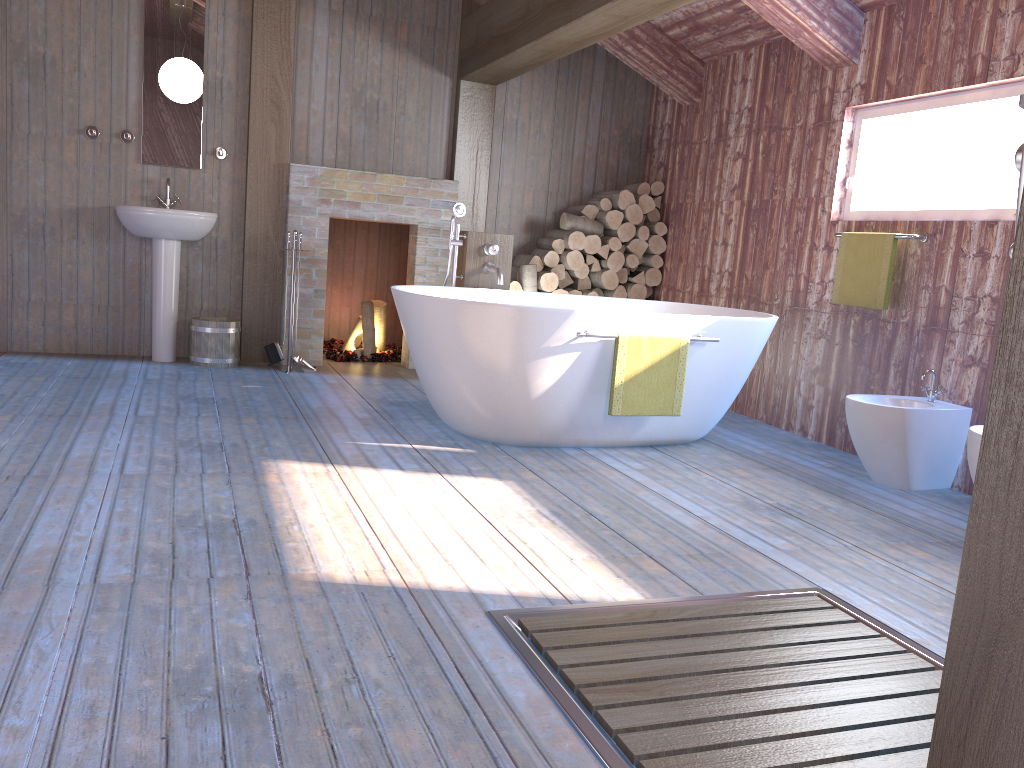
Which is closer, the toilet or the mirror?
the toilet

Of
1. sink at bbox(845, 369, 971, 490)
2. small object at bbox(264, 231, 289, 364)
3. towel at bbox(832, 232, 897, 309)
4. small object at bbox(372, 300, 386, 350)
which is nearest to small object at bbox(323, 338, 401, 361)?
small object at bbox(372, 300, 386, 350)

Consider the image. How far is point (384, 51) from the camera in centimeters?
591cm

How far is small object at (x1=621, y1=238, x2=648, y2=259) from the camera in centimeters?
625cm

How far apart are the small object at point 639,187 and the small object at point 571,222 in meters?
0.4 m

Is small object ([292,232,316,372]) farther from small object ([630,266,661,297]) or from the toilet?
the toilet

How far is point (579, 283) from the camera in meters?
6.3

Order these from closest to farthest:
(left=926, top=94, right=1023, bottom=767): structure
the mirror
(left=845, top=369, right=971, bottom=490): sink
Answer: (left=926, top=94, right=1023, bottom=767): structure → (left=845, top=369, right=971, bottom=490): sink → the mirror

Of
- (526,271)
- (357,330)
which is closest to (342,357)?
(357,330)

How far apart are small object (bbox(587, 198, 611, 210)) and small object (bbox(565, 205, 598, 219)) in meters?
0.0
